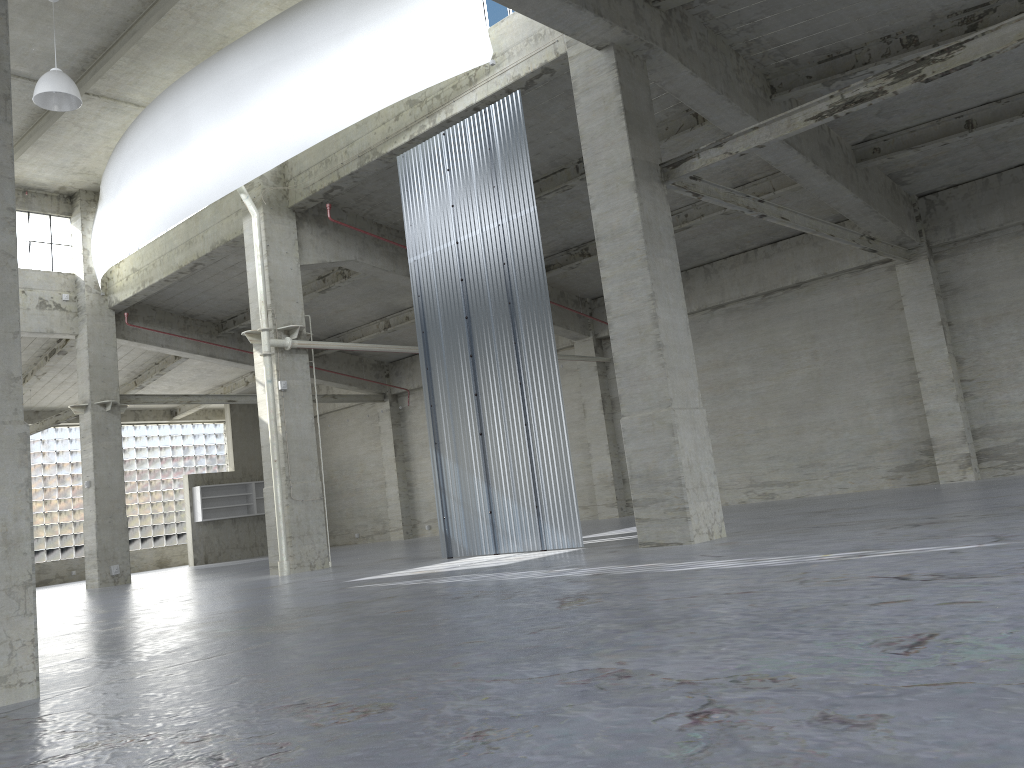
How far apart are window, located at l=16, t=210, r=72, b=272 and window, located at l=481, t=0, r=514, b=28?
22.0 meters

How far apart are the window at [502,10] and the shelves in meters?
32.9

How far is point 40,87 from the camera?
21.72m

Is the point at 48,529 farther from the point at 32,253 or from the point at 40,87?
the point at 40,87

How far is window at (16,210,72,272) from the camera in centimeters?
3391cm

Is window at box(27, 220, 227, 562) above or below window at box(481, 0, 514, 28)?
below

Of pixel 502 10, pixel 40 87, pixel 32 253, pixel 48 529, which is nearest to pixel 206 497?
pixel 48 529

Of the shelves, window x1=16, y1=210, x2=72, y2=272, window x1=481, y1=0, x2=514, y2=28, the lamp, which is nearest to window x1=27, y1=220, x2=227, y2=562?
the shelves

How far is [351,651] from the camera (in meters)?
8.03

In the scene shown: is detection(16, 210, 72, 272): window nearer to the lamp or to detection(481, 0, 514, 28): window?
the lamp
